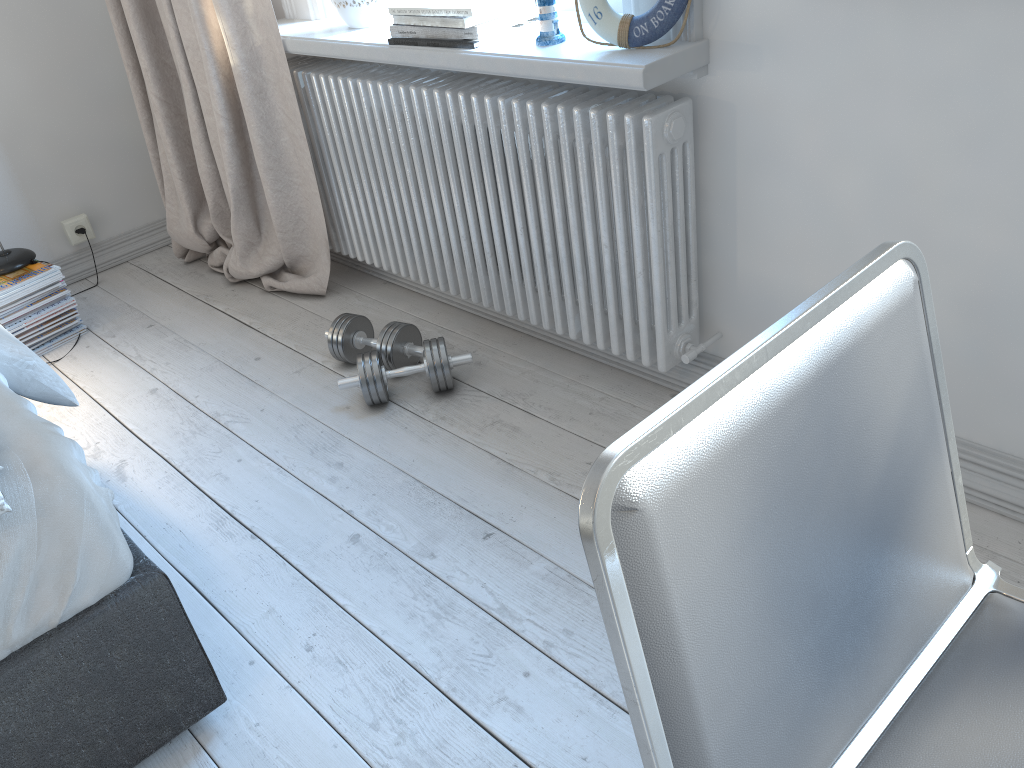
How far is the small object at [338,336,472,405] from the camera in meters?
2.1

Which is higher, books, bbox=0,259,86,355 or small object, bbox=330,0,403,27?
small object, bbox=330,0,403,27

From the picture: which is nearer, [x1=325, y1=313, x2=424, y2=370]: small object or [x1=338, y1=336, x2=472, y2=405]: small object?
[x1=338, y1=336, x2=472, y2=405]: small object

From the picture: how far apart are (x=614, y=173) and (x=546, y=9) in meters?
0.3

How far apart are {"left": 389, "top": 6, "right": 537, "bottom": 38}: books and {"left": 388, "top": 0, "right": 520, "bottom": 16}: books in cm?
3

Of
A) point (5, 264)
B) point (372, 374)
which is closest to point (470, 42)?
point (372, 374)

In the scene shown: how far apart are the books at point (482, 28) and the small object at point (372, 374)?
0.68m

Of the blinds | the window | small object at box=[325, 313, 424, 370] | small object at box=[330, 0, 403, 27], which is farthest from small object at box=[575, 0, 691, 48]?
the blinds

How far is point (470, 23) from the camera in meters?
1.8

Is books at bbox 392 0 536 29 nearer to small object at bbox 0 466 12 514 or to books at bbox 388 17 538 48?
books at bbox 388 17 538 48
